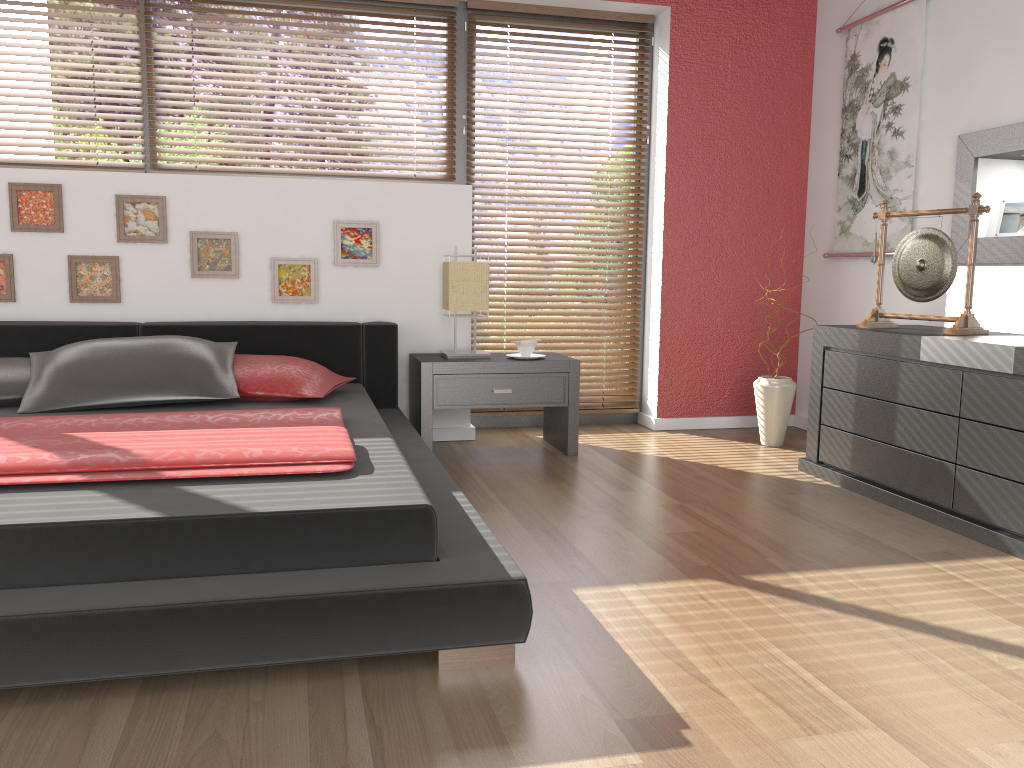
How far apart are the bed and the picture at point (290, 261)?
0.2m

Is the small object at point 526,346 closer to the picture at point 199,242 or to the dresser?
the dresser

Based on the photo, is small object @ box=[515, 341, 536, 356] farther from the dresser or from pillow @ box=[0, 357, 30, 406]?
pillow @ box=[0, 357, 30, 406]

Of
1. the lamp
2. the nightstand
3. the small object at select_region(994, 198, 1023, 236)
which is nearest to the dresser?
the small object at select_region(994, 198, 1023, 236)

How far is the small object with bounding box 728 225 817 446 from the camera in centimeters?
411cm

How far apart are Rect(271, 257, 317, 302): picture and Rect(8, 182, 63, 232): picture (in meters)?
0.87

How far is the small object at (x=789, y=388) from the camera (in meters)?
4.11

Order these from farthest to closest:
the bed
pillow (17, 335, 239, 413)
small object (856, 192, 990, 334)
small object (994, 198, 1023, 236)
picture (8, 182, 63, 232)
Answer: picture (8, 182, 63, 232) → small object (994, 198, 1023, 236) → small object (856, 192, 990, 334) → pillow (17, 335, 239, 413) → the bed

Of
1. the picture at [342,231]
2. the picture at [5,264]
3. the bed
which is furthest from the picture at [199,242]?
the picture at [5,264]

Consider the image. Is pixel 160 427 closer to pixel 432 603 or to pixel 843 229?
pixel 432 603
